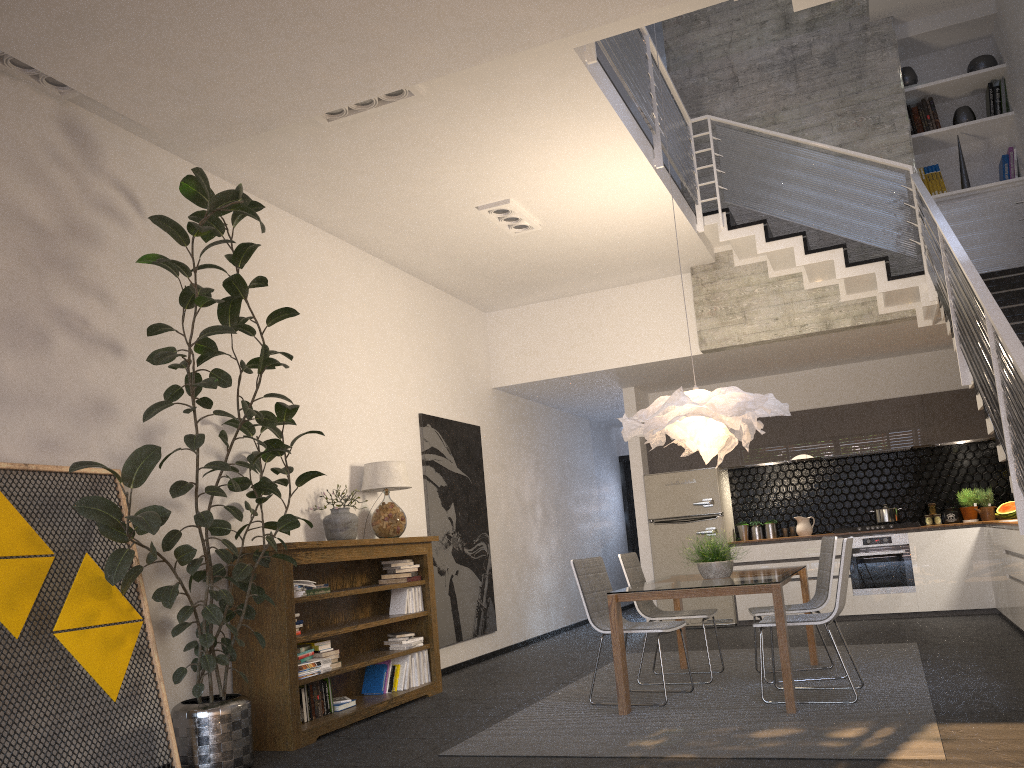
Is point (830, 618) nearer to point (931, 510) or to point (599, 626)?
point (599, 626)

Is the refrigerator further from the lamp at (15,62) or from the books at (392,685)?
the lamp at (15,62)

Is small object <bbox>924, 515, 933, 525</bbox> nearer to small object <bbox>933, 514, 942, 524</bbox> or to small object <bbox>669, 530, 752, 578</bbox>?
small object <bbox>933, 514, 942, 524</bbox>

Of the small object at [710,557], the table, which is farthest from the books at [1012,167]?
the small object at [710,557]

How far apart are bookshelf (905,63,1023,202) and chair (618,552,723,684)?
4.74m

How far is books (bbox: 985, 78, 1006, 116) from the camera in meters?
8.0 m

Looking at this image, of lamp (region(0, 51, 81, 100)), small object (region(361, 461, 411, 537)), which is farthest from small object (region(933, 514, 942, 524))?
lamp (region(0, 51, 81, 100))

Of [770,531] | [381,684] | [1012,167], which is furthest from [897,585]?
[381,684]

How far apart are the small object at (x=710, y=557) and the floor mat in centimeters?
71cm

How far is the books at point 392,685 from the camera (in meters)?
6.16
